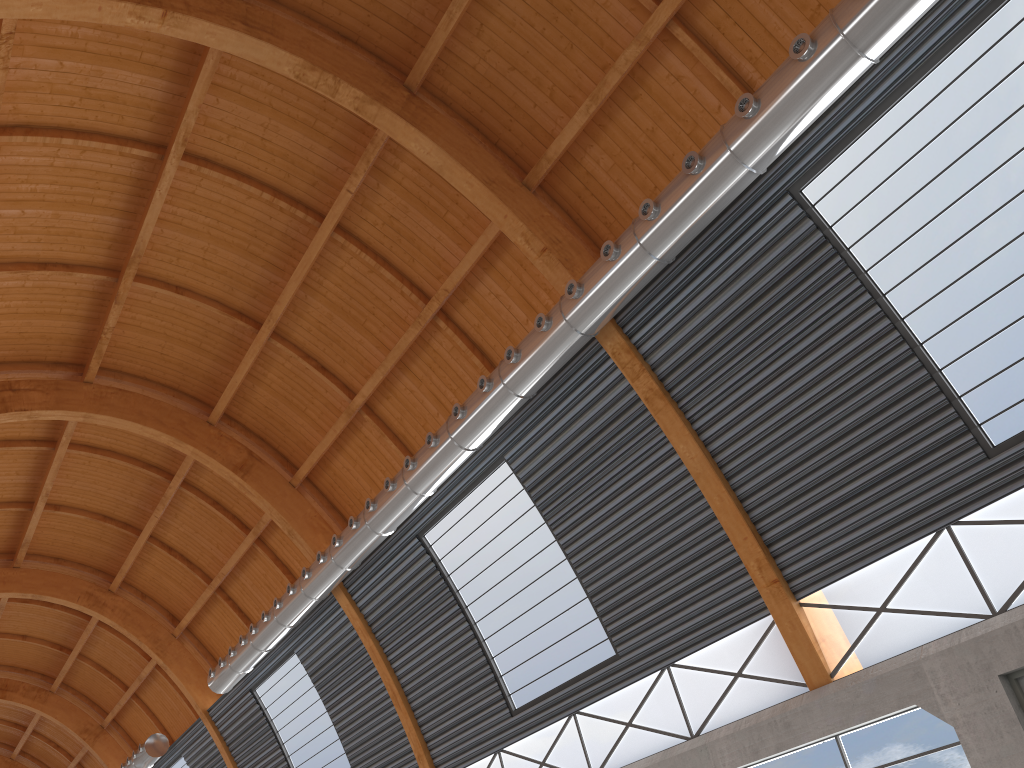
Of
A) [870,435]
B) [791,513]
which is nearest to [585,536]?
[791,513]

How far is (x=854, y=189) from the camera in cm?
1740
